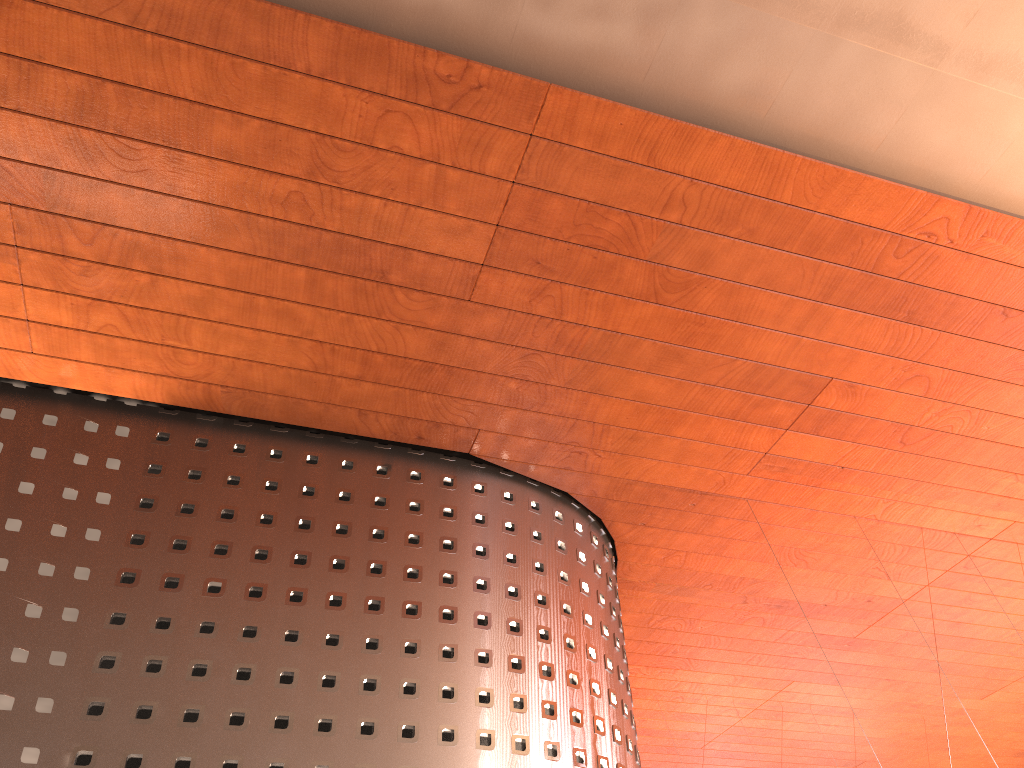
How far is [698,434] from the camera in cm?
1235
